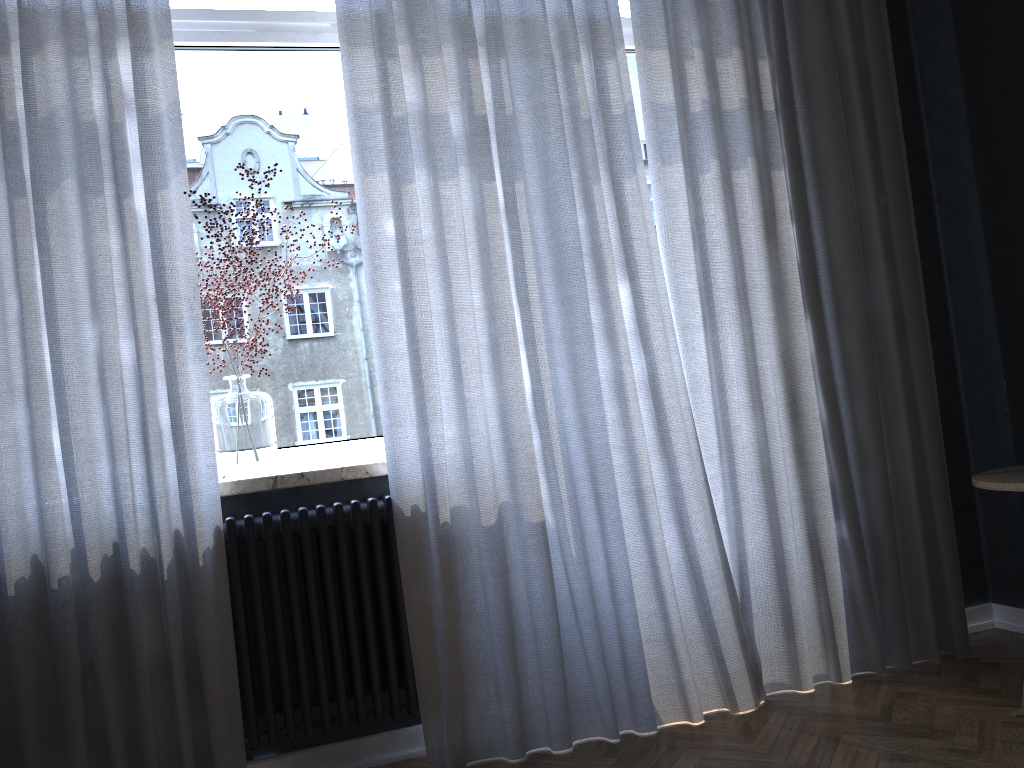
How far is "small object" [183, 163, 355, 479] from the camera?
2.4 meters

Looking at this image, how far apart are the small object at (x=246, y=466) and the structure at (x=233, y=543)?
0.15m

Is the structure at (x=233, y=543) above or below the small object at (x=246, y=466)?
below

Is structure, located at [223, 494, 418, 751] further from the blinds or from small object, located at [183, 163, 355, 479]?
small object, located at [183, 163, 355, 479]

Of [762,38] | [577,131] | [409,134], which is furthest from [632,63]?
[409,134]

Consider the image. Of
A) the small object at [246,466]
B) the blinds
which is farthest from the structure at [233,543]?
the small object at [246,466]

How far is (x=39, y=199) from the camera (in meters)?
2.15

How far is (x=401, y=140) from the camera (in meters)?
2.42

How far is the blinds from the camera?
2.15m

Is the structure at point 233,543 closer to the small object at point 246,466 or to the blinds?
the blinds
